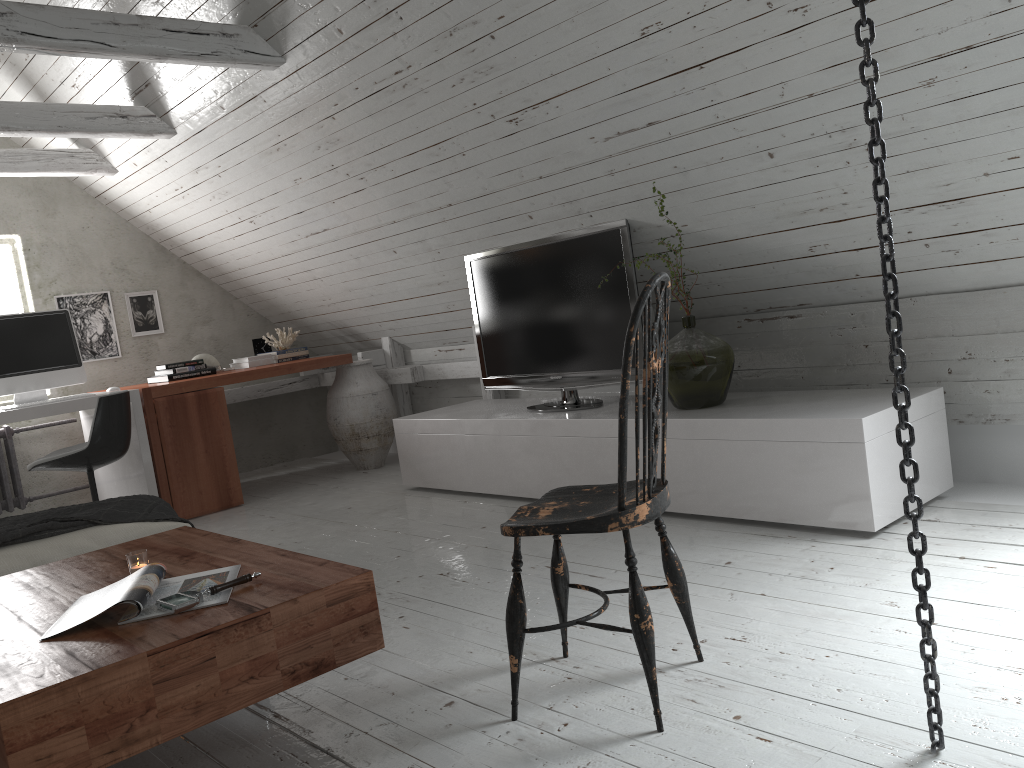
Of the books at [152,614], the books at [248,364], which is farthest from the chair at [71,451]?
the books at [152,614]

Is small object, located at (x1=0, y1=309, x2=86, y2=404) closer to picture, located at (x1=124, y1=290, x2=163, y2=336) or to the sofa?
picture, located at (x1=124, y1=290, x2=163, y2=336)

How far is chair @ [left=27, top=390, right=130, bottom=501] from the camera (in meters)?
4.14

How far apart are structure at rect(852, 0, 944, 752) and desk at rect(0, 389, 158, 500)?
4.1 meters

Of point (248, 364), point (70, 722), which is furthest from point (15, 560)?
point (248, 364)

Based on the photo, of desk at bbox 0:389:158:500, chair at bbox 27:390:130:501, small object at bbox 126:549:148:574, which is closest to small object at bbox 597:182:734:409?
small object at bbox 126:549:148:574

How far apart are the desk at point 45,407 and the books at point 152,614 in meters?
2.7

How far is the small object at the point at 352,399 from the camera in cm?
550

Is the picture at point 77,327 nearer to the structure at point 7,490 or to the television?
the structure at point 7,490

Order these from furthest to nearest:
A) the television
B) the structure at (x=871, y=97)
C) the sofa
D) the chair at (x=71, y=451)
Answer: the chair at (x=71, y=451)
the television
the sofa
the structure at (x=871, y=97)
